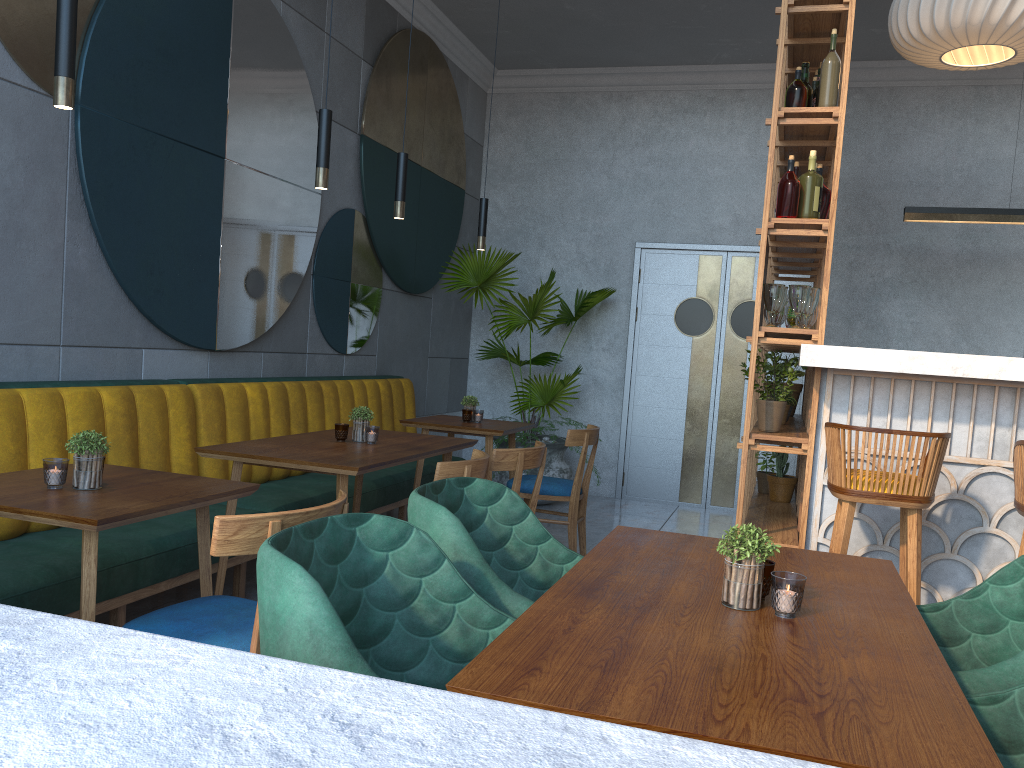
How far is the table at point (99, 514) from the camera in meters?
2.0

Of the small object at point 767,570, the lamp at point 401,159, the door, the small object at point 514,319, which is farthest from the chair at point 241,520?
the door

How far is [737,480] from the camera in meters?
7.1 m

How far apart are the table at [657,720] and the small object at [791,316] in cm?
234

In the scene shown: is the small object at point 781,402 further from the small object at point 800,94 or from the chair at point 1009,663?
the chair at point 1009,663

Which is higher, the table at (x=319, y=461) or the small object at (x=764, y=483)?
the table at (x=319, y=461)

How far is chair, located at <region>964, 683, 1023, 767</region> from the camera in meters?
1.4 m

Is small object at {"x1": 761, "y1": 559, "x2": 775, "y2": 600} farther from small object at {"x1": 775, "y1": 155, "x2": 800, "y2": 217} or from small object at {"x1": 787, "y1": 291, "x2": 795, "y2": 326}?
small object at {"x1": 787, "y1": 291, "x2": 795, "y2": 326}

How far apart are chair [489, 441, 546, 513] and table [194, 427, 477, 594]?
0.26m

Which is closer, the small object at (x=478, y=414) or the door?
the small object at (x=478, y=414)
